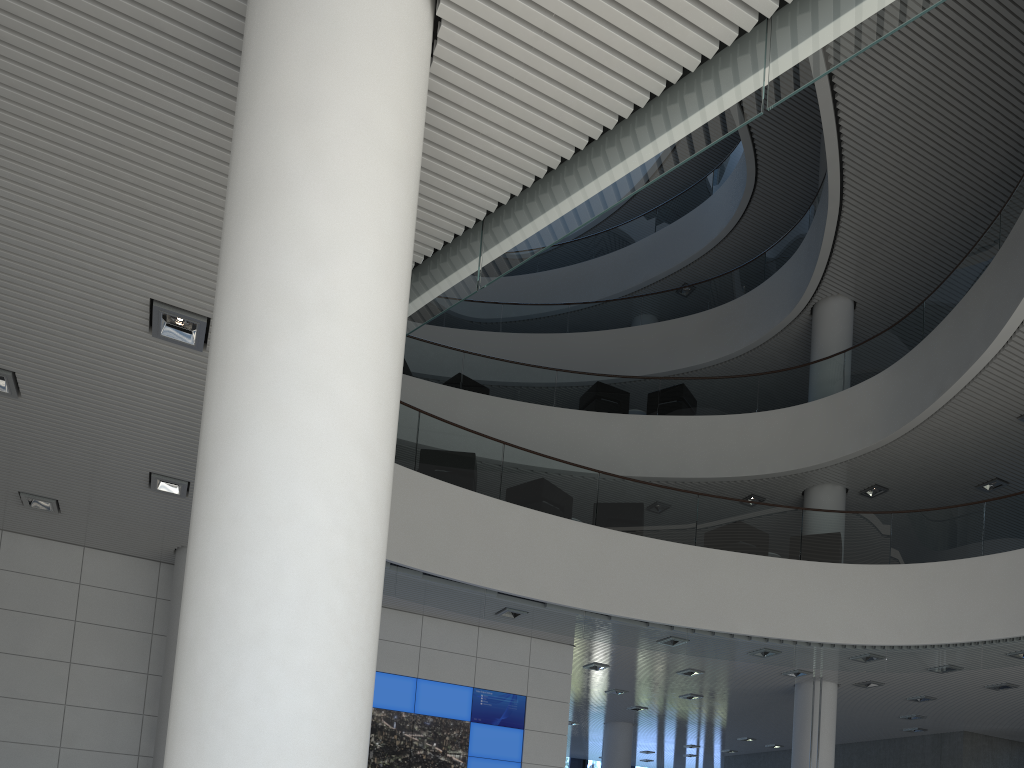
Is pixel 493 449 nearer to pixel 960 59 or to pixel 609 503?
pixel 609 503

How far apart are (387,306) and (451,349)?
7.9 meters

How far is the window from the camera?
15.6m

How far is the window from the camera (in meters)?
15.64

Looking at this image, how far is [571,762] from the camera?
15.64m
